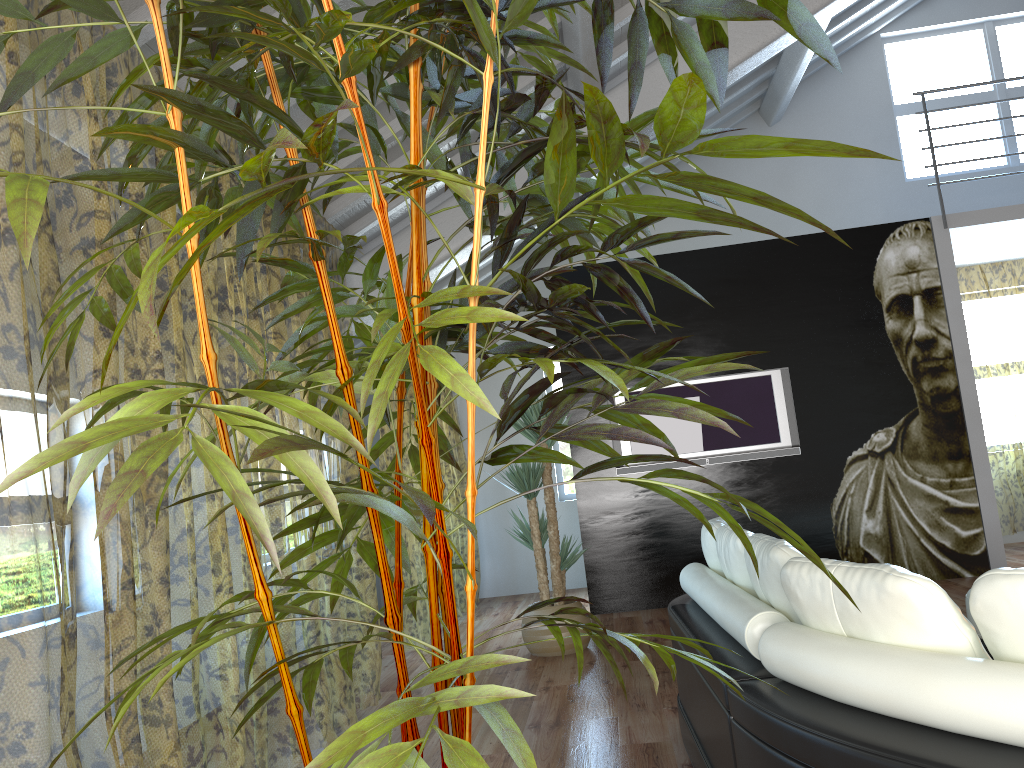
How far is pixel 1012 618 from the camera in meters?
1.4

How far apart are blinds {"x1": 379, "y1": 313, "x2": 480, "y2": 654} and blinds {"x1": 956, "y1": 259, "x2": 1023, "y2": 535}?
4.70m

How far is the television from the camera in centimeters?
645cm

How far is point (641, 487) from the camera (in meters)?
→ 6.56

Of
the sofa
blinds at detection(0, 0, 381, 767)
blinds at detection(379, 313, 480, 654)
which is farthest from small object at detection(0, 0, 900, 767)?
blinds at detection(379, 313, 480, 654)

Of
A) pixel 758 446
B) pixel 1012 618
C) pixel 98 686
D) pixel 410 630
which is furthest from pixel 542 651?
pixel 410 630

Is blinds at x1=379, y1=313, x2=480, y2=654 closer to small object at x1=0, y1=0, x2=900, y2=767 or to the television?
the television

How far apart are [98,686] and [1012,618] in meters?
5.5 m

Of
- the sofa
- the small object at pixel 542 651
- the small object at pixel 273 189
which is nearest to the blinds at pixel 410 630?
the small object at pixel 542 651

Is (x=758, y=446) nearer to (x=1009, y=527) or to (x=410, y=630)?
(x=1009, y=527)
